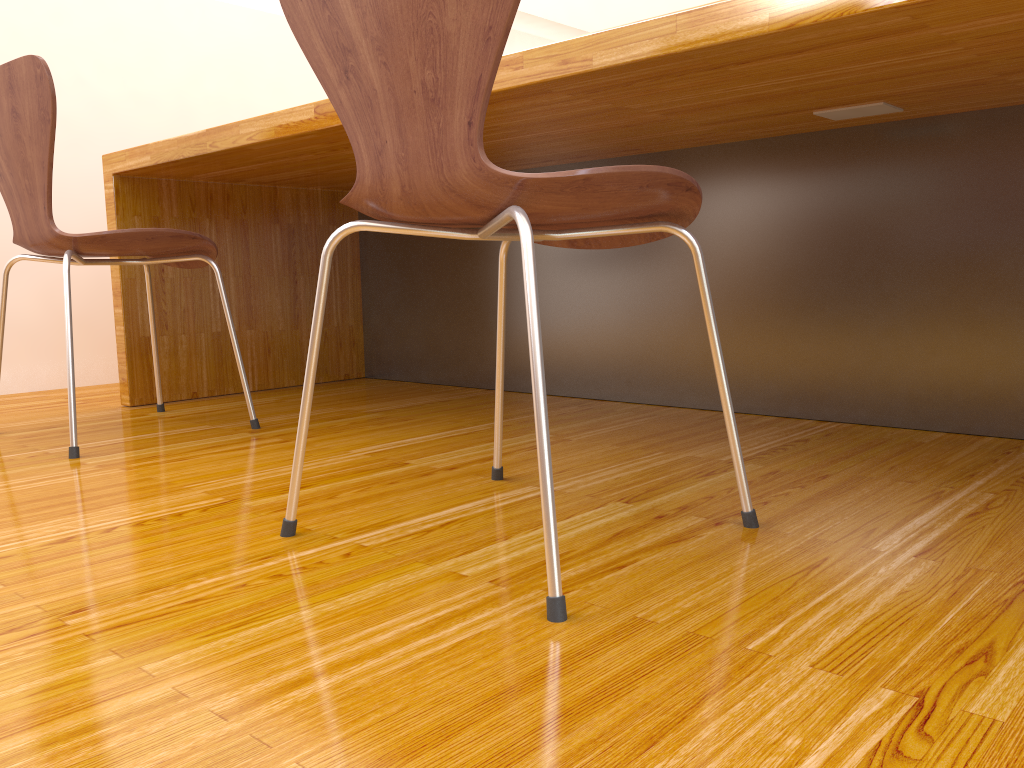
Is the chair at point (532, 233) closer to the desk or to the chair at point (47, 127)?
the desk

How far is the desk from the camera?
1.2m

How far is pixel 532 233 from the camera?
0.80m

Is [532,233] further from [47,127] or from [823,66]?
[47,127]

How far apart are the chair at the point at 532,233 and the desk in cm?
20

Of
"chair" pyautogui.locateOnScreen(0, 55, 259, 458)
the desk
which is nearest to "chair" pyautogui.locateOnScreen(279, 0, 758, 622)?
the desk

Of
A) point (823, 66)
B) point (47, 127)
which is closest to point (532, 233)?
point (823, 66)

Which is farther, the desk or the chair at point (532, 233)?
the desk

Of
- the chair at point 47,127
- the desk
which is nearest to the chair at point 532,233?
the desk

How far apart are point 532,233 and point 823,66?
0.6 meters
